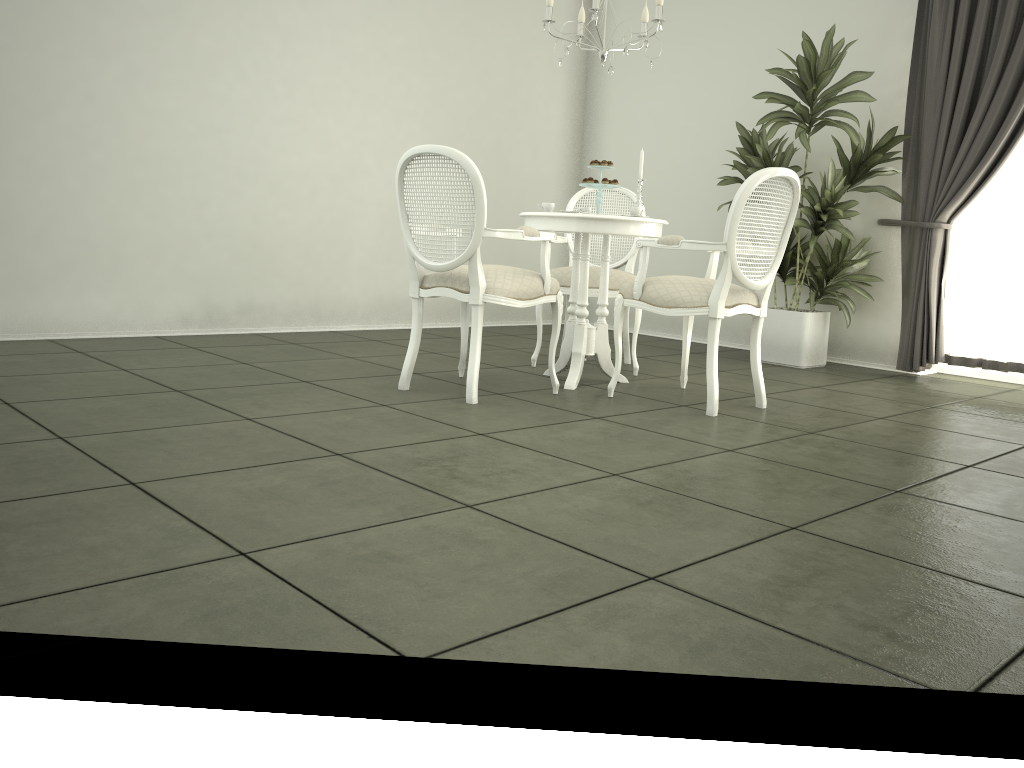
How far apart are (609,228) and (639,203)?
0.4 meters

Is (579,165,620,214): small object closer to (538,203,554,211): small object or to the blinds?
(538,203,554,211): small object

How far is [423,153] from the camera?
3.6 meters

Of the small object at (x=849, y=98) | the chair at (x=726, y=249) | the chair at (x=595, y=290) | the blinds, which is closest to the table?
the chair at (x=726, y=249)

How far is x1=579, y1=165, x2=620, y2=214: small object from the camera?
4.24m

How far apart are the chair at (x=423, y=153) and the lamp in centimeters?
94cm

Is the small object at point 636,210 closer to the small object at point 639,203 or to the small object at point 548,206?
the small object at point 639,203

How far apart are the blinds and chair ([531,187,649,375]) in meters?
1.7 m

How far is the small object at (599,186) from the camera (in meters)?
4.24

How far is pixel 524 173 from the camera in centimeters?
710cm
